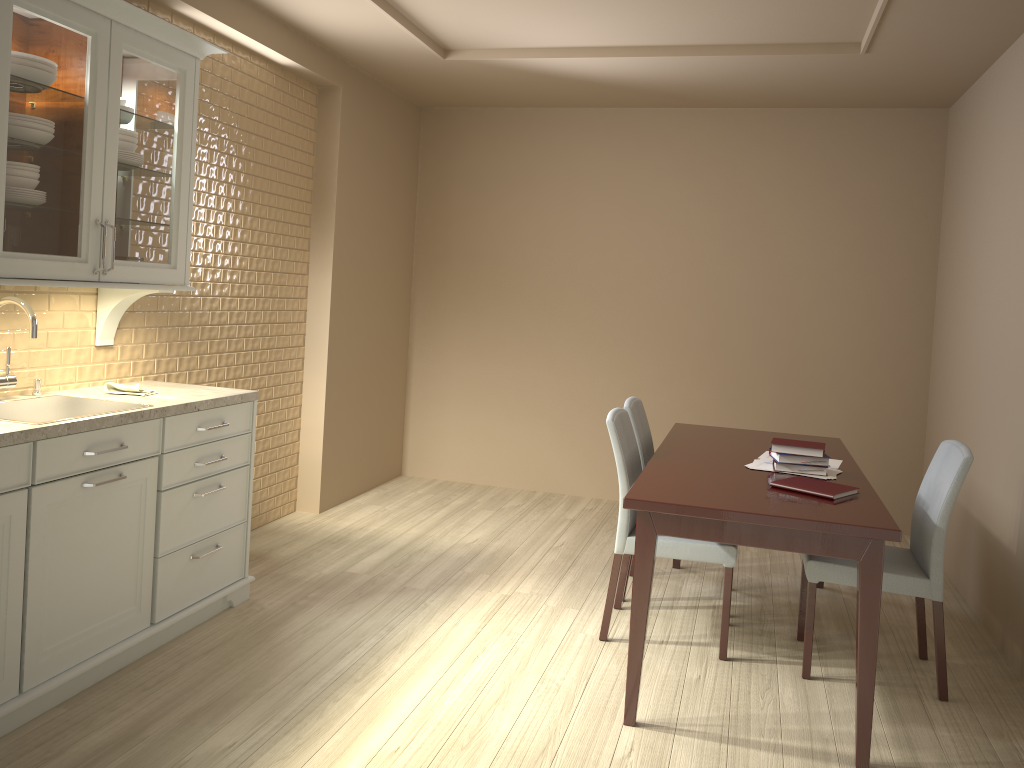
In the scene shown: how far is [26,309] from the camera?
2.7m

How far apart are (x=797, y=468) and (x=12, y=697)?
2.5m

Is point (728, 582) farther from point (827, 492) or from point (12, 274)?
point (12, 274)

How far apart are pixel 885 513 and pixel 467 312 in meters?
3.6 m

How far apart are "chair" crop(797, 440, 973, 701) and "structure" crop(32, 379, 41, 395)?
2.7 meters

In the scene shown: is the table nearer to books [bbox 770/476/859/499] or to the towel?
books [bbox 770/476/859/499]

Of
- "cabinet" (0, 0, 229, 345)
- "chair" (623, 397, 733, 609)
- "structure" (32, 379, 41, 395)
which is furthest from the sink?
"chair" (623, 397, 733, 609)

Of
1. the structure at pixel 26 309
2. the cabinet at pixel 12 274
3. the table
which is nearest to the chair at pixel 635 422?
the table

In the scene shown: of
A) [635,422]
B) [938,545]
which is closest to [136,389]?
[635,422]

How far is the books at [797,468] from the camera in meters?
3.1 m
